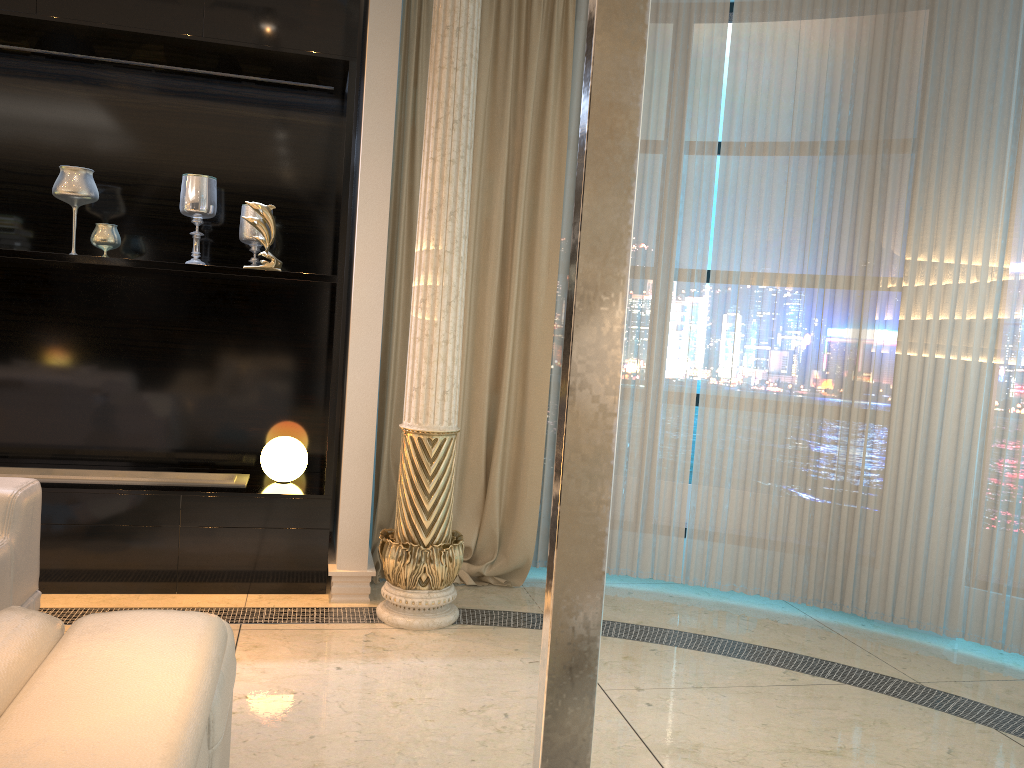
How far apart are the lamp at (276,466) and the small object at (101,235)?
1.1m

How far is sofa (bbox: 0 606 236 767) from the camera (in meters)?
0.99

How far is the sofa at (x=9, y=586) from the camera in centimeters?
257cm

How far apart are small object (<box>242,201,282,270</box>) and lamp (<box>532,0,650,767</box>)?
3.4m

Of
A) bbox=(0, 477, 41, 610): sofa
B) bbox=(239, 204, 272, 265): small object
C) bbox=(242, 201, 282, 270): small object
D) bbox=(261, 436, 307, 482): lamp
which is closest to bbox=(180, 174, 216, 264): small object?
bbox=(239, 204, 272, 265): small object

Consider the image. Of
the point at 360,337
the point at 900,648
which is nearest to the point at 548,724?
the point at 360,337

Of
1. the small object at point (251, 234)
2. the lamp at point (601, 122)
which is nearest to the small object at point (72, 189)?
the small object at point (251, 234)

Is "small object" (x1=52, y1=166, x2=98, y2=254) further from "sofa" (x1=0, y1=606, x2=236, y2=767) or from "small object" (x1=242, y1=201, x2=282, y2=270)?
"sofa" (x1=0, y1=606, x2=236, y2=767)

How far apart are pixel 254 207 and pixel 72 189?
0.8 meters

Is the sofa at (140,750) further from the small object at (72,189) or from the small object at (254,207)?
the small object at (72,189)
